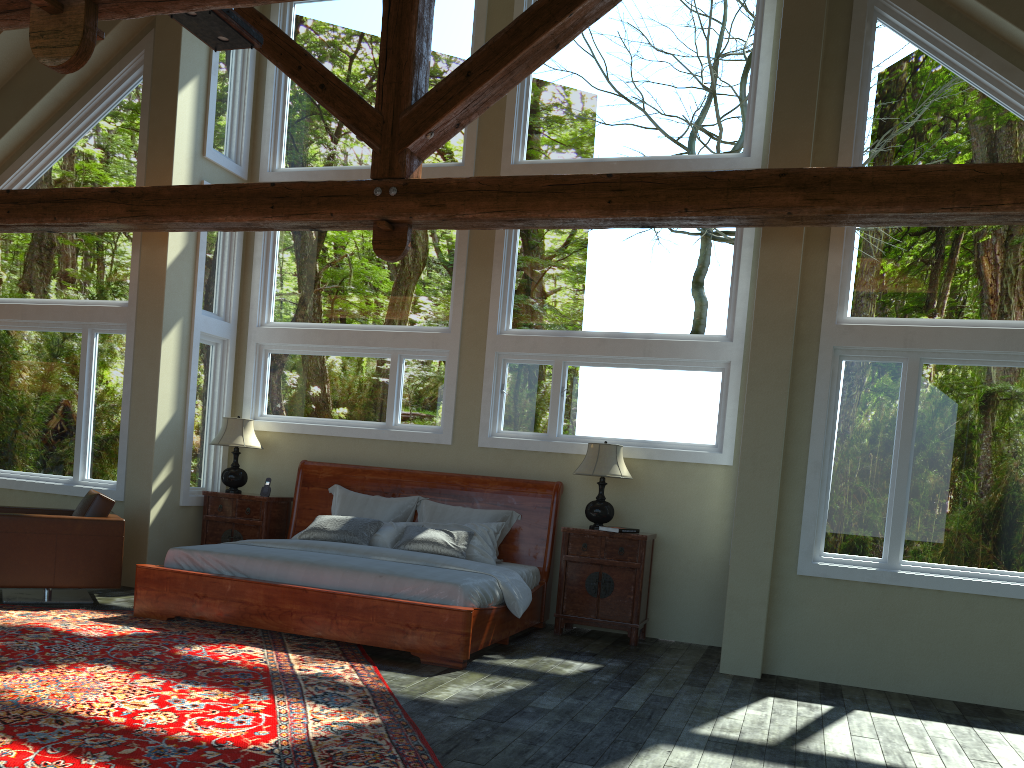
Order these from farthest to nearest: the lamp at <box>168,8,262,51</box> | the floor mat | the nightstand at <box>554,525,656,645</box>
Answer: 1. the nightstand at <box>554,525,656,645</box>
2. the lamp at <box>168,8,262,51</box>
3. the floor mat

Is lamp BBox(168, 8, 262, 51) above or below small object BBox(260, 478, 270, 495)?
above

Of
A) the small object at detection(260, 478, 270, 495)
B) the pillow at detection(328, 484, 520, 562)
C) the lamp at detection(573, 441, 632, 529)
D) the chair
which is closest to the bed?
the pillow at detection(328, 484, 520, 562)

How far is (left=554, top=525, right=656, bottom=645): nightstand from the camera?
7.27m

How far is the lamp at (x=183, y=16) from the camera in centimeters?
531cm

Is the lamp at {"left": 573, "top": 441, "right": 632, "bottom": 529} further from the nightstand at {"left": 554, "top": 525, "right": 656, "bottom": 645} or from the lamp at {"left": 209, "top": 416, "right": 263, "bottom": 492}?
the lamp at {"left": 209, "top": 416, "right": 263, "bottom": 492}

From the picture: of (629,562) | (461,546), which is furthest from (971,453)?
(461,546)

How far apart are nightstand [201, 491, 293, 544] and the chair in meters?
1.1 m

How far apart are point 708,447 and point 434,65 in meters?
4.5 m

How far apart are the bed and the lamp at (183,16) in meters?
3.4
